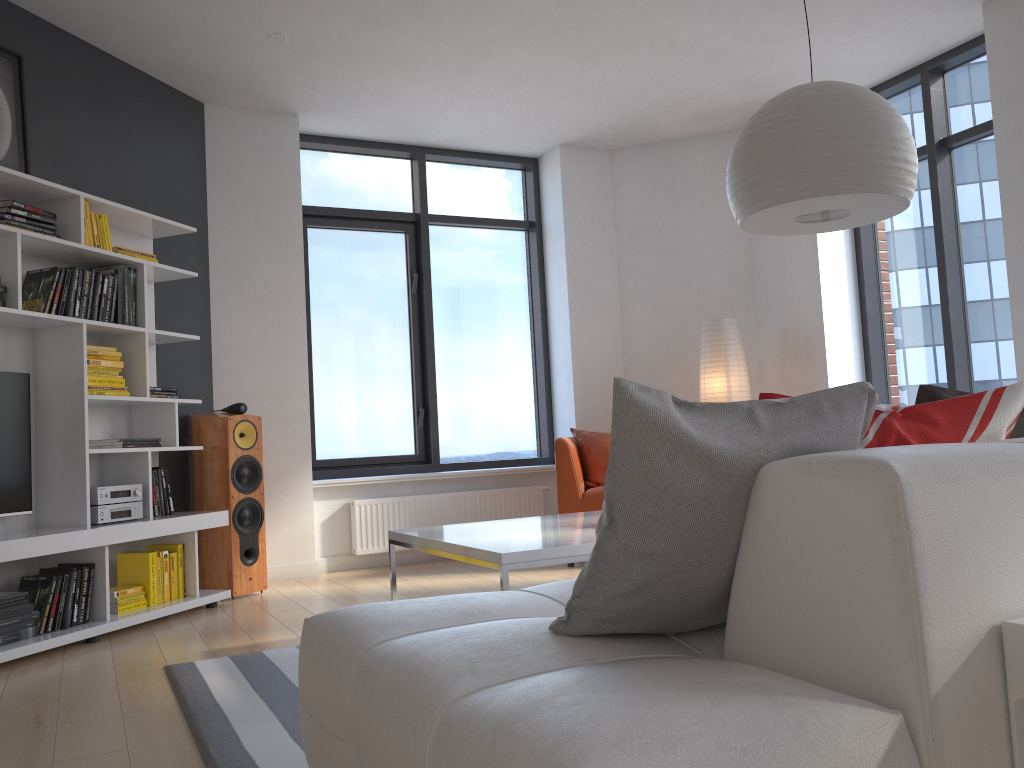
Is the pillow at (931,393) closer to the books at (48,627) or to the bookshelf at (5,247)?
the bookshelf at (5,247)

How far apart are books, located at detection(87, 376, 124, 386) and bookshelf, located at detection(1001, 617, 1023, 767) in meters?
4.0 m

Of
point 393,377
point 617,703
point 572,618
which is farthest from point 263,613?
point 617,703

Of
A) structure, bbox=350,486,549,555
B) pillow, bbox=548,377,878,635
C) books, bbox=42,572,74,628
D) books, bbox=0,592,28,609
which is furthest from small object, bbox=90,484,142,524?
pillow, bbox=548,377,878,635

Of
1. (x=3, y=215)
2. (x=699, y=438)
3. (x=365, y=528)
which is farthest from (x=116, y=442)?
(x=699, y=438)

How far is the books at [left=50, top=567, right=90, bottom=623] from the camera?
3.91m

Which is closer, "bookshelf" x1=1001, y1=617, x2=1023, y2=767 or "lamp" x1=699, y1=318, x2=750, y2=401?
"bookshelf" x1=1001, y1=617, x2=1023, y2=767

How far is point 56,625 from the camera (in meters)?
3.77

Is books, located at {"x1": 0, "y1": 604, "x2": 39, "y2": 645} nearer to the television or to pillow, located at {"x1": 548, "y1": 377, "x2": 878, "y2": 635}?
the television

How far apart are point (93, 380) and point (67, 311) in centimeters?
36cm
